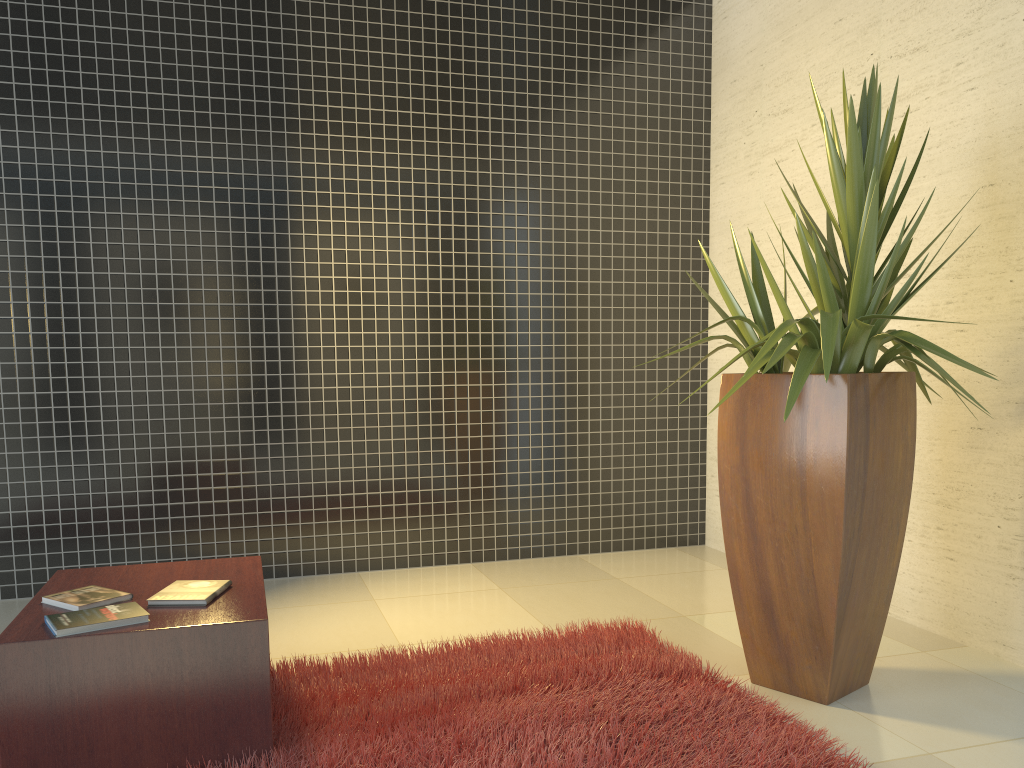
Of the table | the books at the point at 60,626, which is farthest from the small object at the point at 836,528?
the books at the point at 60,626

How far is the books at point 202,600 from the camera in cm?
247

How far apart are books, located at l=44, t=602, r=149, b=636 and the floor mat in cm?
49

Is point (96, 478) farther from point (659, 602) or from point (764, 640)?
point (764, 640)

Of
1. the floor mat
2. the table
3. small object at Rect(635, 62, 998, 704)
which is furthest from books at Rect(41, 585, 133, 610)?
small object at Rect(635, 62, 998, 704)

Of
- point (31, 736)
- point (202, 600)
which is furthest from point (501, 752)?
point (31, 736)

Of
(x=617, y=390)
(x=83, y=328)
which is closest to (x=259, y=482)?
(x=83, y=328)

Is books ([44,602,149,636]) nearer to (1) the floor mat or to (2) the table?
(2) the table

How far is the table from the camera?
2.2 meters

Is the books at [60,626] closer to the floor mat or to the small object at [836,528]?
the floor mat
